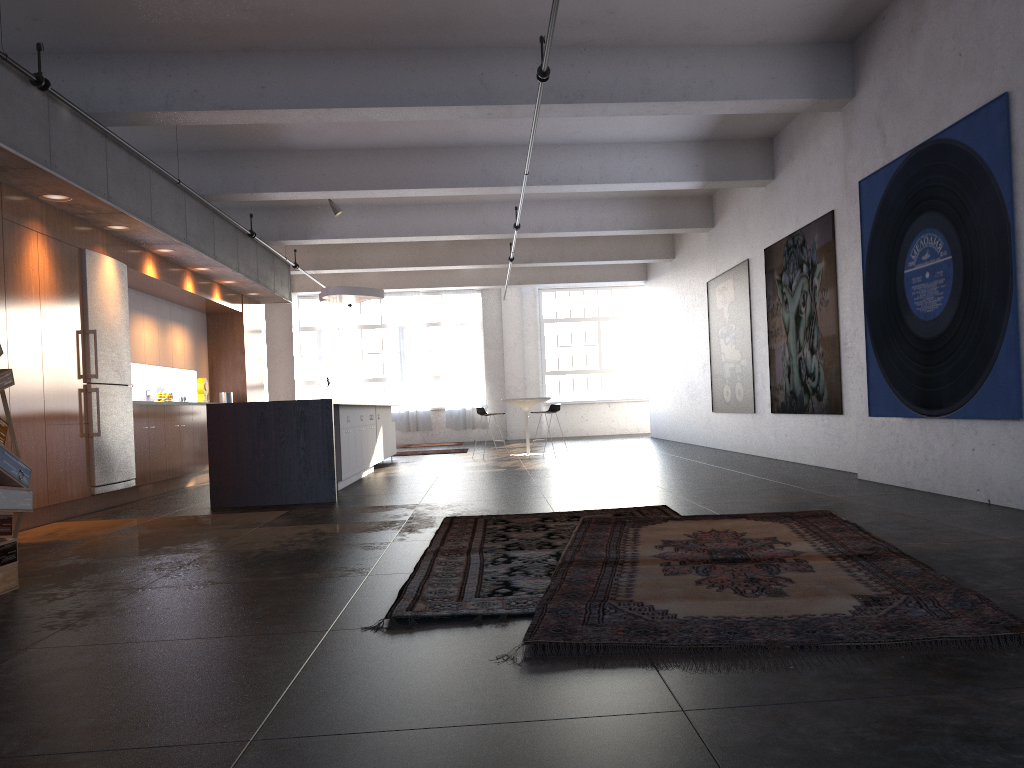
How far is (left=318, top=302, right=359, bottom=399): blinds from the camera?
21.9 meters

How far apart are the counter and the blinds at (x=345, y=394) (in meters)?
13.58

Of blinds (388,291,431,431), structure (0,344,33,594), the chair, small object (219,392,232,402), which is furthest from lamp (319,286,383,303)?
structure (0,344,33,594)

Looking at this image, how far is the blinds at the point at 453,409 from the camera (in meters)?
21.85

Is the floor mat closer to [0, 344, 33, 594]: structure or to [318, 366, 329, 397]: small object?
[0, 344, 33, 594]: structure

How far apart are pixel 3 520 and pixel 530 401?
10.41m

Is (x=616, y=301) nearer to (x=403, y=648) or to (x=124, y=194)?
(x=124, y=194)

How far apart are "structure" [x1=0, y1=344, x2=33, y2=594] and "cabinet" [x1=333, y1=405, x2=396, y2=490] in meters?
4.7 m

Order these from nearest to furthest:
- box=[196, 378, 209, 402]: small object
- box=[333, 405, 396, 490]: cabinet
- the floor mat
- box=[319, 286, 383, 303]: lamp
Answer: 1. the floor mat
2. box=[333, 405, 396, 490]: cabinet
3. box=[196, 378, 209, 402]: small object
4. box=[319, 286, 383, 303]: lamp

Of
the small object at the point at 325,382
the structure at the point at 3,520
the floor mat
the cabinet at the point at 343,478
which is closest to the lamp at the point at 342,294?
the cabinet at the point at 343,478
